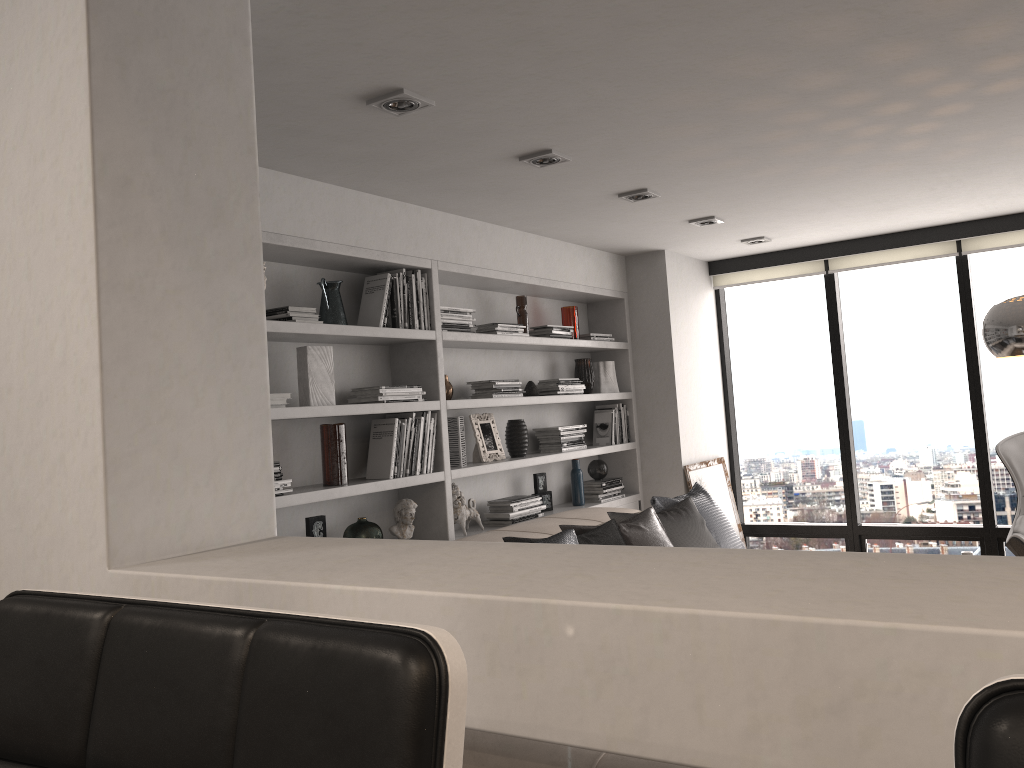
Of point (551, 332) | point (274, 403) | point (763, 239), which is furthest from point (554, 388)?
point (274, 403)

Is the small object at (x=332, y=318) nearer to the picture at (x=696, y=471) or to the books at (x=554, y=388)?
the books at (x=554, y=388)

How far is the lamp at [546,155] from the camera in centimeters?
350cm

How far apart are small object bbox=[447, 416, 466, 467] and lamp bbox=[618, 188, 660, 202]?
1.37m

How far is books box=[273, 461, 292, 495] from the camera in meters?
3.4 m

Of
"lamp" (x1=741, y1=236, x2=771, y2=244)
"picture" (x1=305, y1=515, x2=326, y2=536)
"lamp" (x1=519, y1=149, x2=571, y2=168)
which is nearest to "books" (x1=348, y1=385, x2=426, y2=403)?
"picture" (x1=305, y1=515, x2=326, y2=536)

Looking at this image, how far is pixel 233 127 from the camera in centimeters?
180cm

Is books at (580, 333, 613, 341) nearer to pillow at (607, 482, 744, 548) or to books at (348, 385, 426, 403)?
pillow at (607, 482, 744, 548)

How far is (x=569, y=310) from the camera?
5.6 meters

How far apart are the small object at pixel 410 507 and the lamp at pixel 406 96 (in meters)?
1.90
